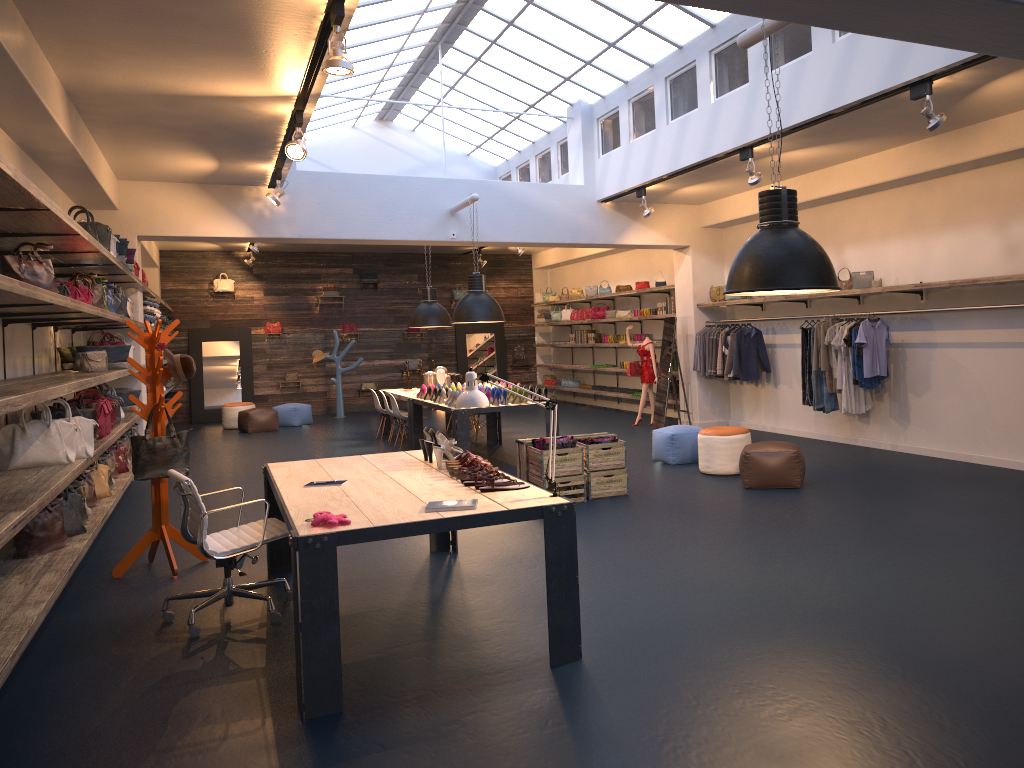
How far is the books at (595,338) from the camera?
17.9 meters

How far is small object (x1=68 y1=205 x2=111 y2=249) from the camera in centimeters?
742cm

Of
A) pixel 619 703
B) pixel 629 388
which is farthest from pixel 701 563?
pixel 629 388

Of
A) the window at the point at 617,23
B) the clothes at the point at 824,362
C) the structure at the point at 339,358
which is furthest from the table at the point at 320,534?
the structure at the point at 339,358

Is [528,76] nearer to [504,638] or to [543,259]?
[543,259]

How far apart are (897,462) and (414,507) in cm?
669

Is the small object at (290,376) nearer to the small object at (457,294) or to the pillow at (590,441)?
the small object at (457,294)

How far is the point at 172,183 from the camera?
11.04m

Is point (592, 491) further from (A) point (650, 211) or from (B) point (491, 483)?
(A) point (650, 211)

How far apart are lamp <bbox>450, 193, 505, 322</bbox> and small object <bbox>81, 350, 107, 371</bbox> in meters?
4.4 m
